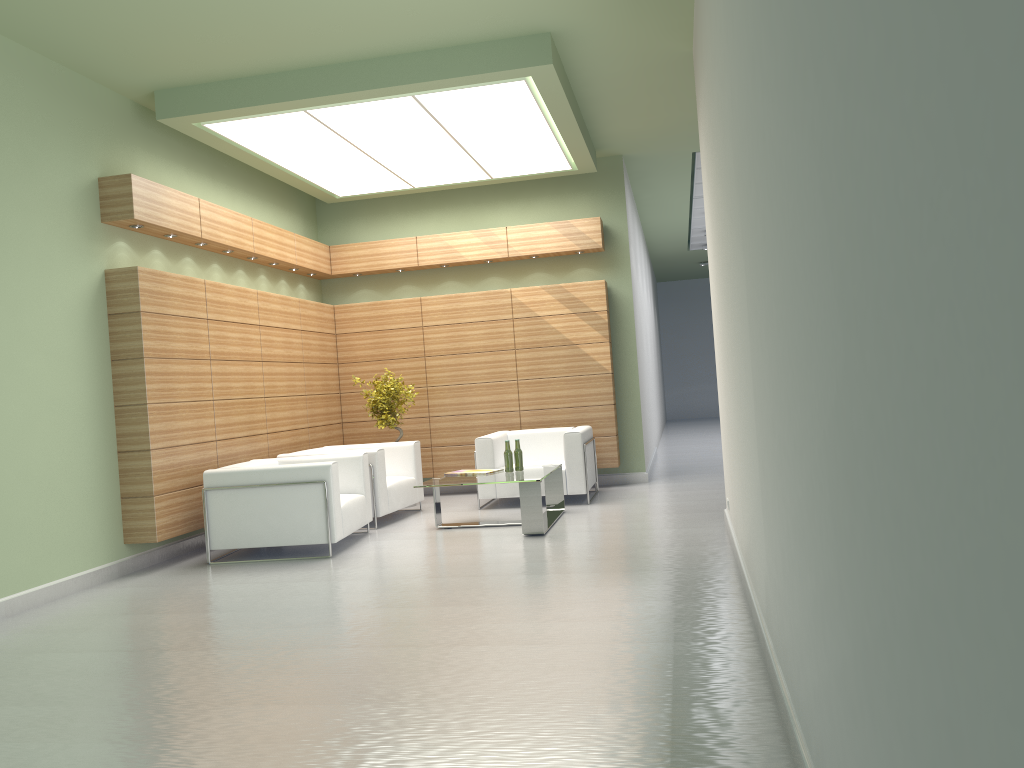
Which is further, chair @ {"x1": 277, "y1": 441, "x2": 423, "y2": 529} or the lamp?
chair @ {"x1": 277, "y1": 441, "x2": 423, "y2": 529}

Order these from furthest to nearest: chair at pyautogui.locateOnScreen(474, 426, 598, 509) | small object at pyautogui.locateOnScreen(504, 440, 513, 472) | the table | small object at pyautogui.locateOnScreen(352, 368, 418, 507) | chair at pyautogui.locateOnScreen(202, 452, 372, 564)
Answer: small object at pyautogui.locateOnScreen(352, 368, 418, 507) < chair at pyautogui.locateOnScreen(474, 426, 598, 509) < small object at pyautogui.locateOnScreen(504, 440, 513, 472) < the table < chair at pyautogui.locateOnScreen(202, 452, 372, 564)

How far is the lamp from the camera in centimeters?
1223cm

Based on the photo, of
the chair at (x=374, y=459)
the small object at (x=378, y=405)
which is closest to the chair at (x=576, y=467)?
the chair at (x=374, y=459)

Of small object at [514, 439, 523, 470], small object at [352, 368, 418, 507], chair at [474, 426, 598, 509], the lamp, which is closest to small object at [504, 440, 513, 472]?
small object at [514, 439, 523, 470]

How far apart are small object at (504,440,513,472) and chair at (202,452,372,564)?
2.1m

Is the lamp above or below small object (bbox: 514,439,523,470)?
above

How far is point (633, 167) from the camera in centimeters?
1823cm

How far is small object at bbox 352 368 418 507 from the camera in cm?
1592

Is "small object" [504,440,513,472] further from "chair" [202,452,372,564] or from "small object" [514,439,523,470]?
"chair" [202,452,372,564]
